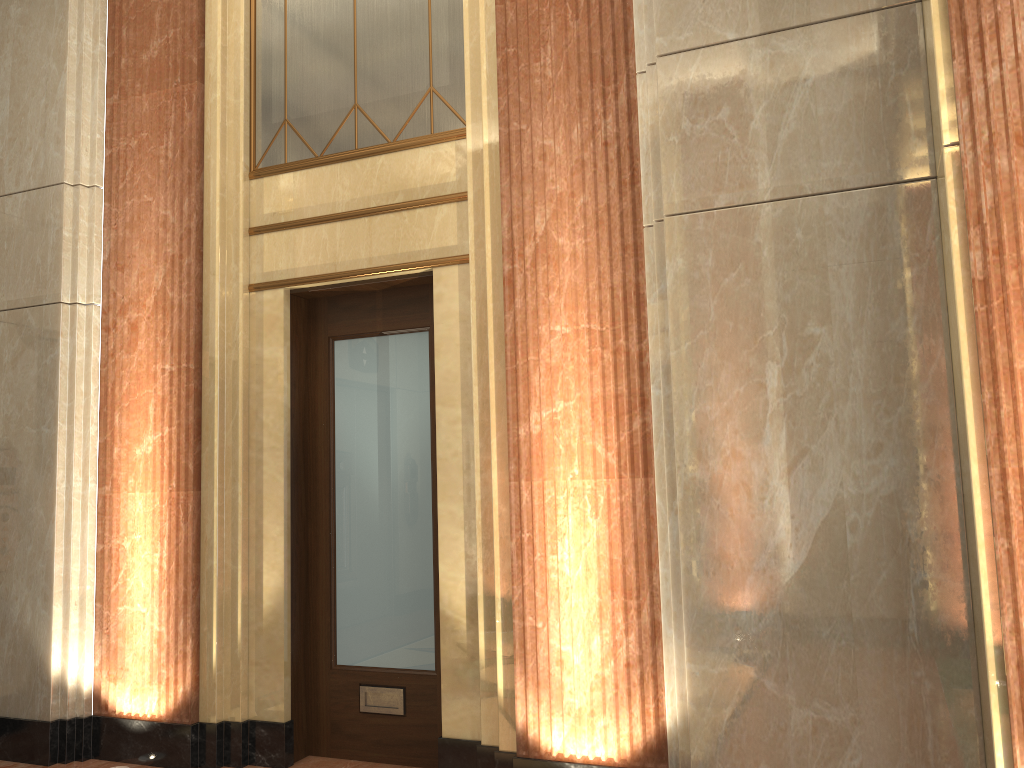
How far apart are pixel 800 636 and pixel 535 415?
1.3m
